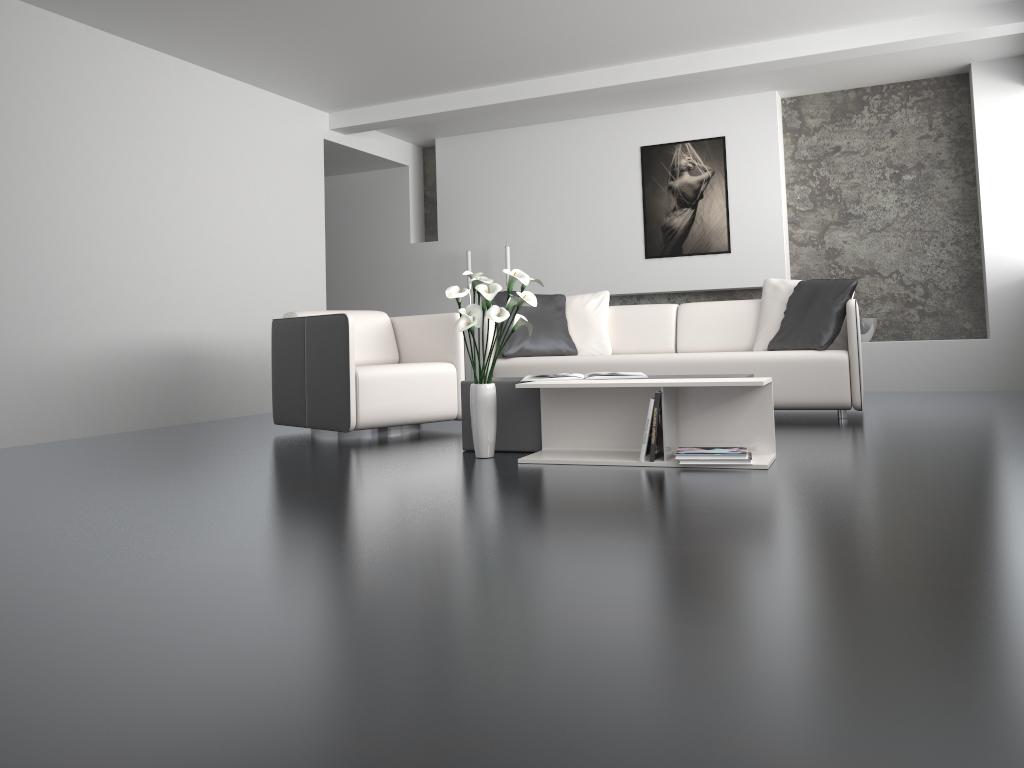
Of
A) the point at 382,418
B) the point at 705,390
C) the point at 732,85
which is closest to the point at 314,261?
the point at 382,418

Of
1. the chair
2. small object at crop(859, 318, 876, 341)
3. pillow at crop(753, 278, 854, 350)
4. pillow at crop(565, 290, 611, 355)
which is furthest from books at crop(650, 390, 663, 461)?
small object at crop(859, 318, 876, 341)

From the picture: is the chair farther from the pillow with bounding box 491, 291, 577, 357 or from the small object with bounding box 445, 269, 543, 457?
the small object with bounding box 445, 269, 543, 457

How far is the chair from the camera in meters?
4.6 m

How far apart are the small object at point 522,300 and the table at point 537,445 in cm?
19

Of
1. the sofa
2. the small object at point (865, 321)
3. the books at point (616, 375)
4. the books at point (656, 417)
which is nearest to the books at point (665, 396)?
the books at point (656, 417)

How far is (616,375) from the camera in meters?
3.8 m

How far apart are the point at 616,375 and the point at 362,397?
1.46m

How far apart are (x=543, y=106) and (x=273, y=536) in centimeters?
580cm

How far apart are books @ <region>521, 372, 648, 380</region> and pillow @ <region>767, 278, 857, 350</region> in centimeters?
167cm
